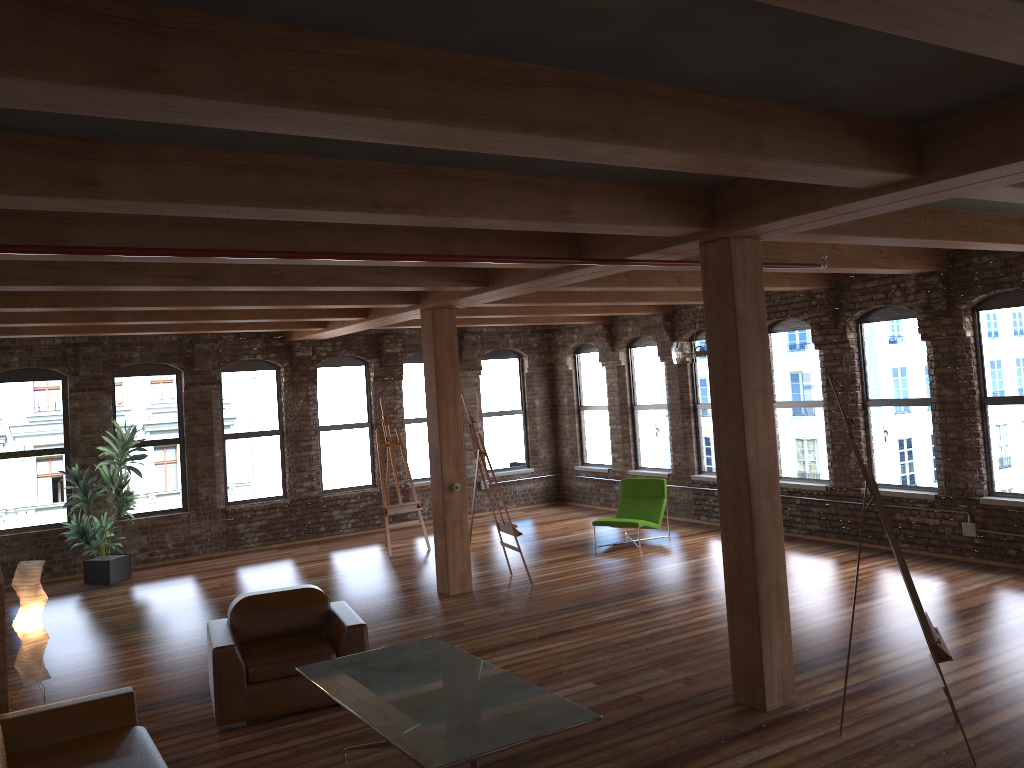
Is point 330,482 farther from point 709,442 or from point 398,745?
point 398,745

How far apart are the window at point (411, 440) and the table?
8.83m

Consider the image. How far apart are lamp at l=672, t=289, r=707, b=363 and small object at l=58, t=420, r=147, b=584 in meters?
7.1

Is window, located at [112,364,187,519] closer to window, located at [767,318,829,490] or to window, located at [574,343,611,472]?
window, located at [574,343,611,472]

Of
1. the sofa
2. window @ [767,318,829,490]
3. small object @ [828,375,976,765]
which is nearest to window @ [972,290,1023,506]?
window @ [767,318,829,490]

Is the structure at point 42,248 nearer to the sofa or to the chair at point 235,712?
the sofa

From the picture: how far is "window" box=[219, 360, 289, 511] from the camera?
13.3 meters

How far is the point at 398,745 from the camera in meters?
4.2 m

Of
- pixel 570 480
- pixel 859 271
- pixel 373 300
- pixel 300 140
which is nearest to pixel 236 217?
pixel 300 140

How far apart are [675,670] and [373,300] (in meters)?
4.75
